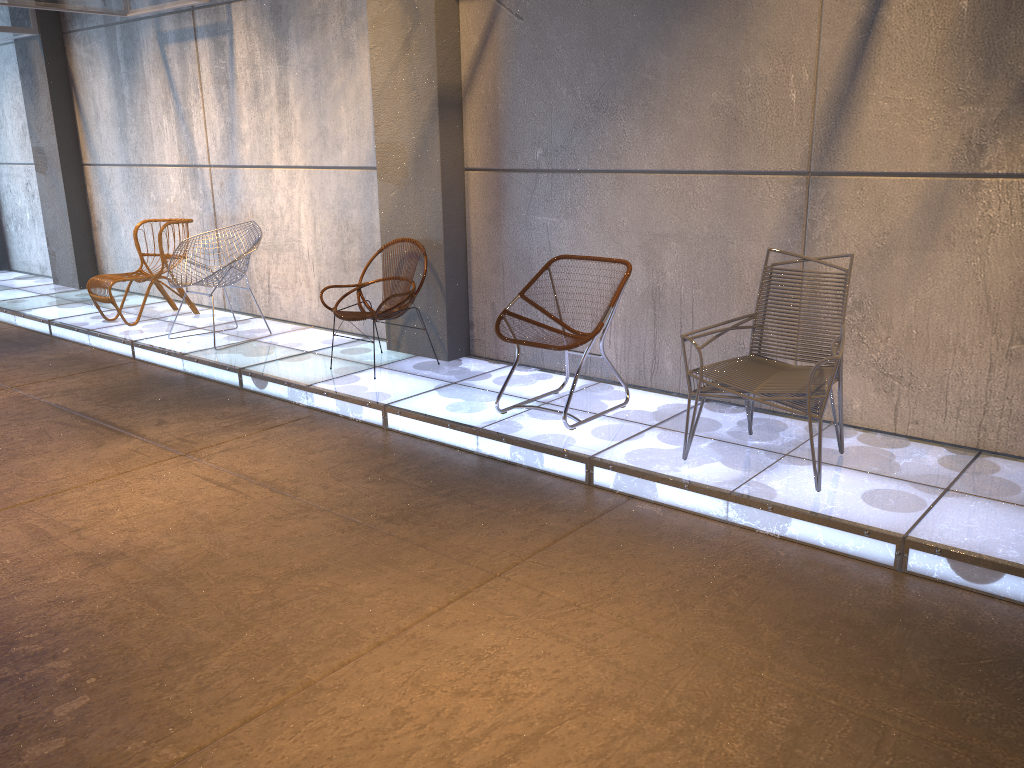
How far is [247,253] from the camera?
6.25m

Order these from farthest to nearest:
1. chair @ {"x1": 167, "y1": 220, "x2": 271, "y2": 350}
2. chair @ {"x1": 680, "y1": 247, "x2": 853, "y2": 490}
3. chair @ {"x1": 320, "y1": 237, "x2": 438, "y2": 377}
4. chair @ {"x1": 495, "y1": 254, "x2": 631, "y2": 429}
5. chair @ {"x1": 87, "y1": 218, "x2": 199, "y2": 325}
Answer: chair @ {"x1": 87, "y1": 218, "x2": 199, "y2": 325}
chair @ {"x1": 167, "y1": 220, "x2": 271, "y2": 350}
chair @ {"x1": 320, "y1": 237, "x2": 438, "y2": 377}
chair @ {"x1": 495, "y1": 254, "x2": 631, "y2": 429}
chair @ {"x1": 680, "y1": 247, "x2": 853, "y2": 490}

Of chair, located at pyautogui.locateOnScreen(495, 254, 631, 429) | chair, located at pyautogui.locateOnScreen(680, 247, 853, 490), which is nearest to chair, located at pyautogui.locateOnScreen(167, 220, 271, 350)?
chair, located at pyautogui.locateOnScreen(495, 254, 631, 429)

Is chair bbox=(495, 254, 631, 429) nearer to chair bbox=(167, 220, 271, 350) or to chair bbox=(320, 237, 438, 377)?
chair bbox=(320, 237, 438, 377)

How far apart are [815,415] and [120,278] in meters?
5.7

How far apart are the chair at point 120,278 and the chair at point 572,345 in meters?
3.9 m

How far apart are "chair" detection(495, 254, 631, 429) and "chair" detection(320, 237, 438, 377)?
0.9m

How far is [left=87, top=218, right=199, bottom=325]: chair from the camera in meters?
7.1

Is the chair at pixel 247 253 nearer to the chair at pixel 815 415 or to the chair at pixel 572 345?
the chair at pixel 572 345

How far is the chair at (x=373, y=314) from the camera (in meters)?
5.44
